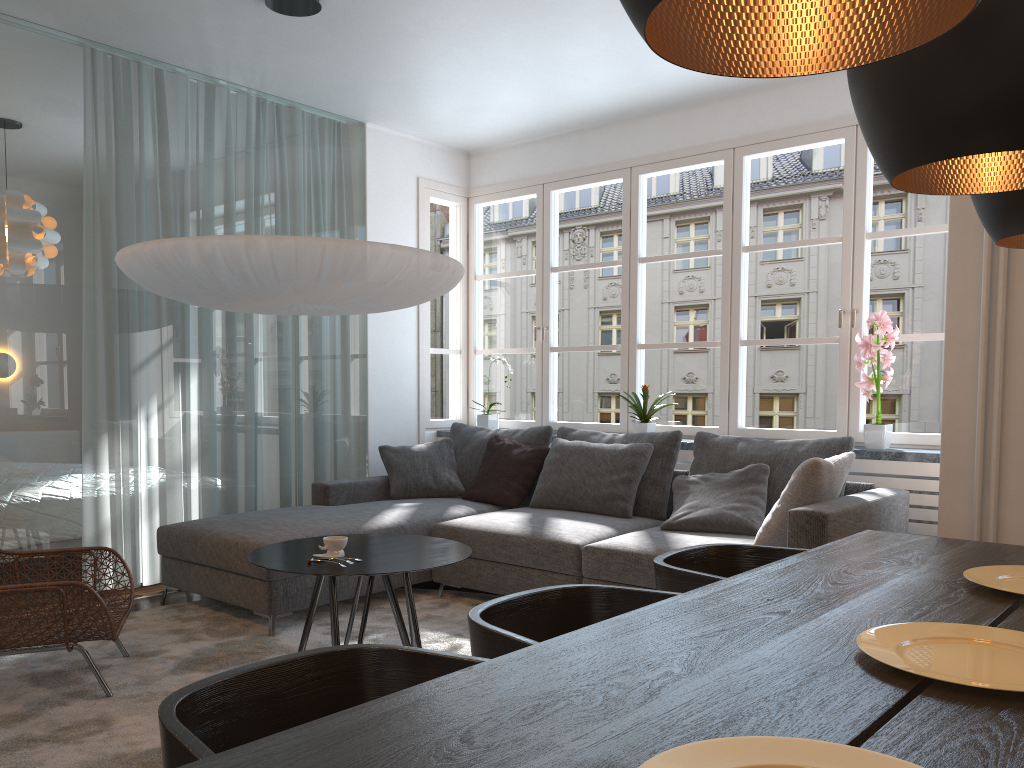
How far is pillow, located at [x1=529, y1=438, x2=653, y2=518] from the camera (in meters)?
4.59

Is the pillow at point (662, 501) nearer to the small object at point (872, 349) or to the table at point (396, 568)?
the small object at point (872, 349)

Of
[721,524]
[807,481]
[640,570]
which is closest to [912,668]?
[807,481]

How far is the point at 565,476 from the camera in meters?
4.8

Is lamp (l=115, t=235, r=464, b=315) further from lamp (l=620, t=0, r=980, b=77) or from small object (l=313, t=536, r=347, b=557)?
lamp (l=620, t=0, r=980, b=77)

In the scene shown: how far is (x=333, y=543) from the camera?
3.23m

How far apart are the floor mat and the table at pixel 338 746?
1.7m

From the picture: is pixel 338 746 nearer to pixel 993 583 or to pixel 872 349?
pixel 993 583

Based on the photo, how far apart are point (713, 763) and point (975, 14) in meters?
1.0

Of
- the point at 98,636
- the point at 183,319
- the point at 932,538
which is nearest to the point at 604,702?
the point at 932,538
